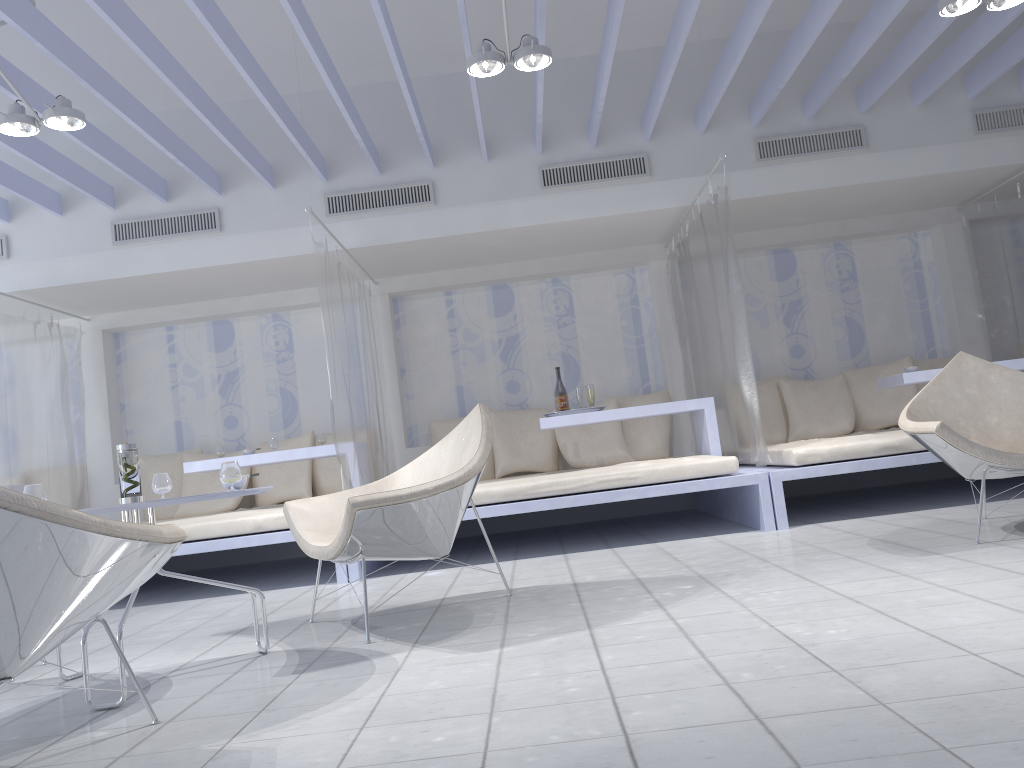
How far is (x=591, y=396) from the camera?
5.56m

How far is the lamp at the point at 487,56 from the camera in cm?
382

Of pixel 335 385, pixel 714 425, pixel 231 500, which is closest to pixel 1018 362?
pixel 714 425

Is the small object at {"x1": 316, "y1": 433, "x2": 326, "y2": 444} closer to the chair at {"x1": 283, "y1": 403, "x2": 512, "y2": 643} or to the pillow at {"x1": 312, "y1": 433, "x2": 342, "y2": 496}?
the pillow at {"x1": 312, "y1": 433, "x2": 342, "y2": 496}

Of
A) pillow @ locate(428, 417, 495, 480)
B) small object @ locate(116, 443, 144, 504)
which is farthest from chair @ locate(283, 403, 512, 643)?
pillow @ locate(428, 417, 495, 480)

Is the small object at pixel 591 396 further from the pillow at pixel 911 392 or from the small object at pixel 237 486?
the small object at pixel 237 486

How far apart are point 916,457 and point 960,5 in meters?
2.1 m

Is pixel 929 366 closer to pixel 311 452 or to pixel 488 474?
pixel 488 474

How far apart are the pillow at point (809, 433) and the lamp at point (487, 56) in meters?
3.4 m

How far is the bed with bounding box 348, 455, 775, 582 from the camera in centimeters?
455cm
